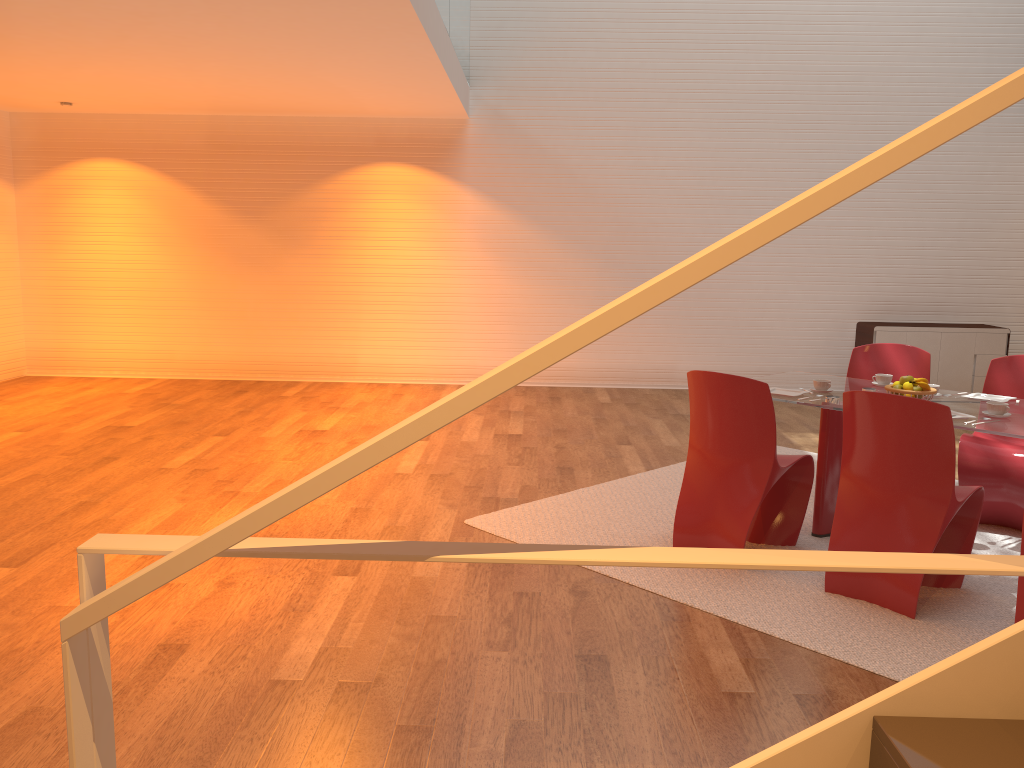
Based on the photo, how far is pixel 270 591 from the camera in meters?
3.7 m

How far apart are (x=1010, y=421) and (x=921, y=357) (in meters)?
1.44

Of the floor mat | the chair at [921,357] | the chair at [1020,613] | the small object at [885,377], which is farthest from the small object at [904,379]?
the chair at [1020,613]

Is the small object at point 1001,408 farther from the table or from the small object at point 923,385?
the small object at point 923,385

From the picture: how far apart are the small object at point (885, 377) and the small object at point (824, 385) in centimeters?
46cm

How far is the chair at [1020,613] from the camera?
3.2m

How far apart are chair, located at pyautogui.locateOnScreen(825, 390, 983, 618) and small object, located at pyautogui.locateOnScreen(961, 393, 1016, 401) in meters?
0.8

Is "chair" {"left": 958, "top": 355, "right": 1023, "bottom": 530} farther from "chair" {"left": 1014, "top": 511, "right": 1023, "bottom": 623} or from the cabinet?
the cabinet

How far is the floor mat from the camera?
3.3 meters

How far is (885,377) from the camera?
4.81m
